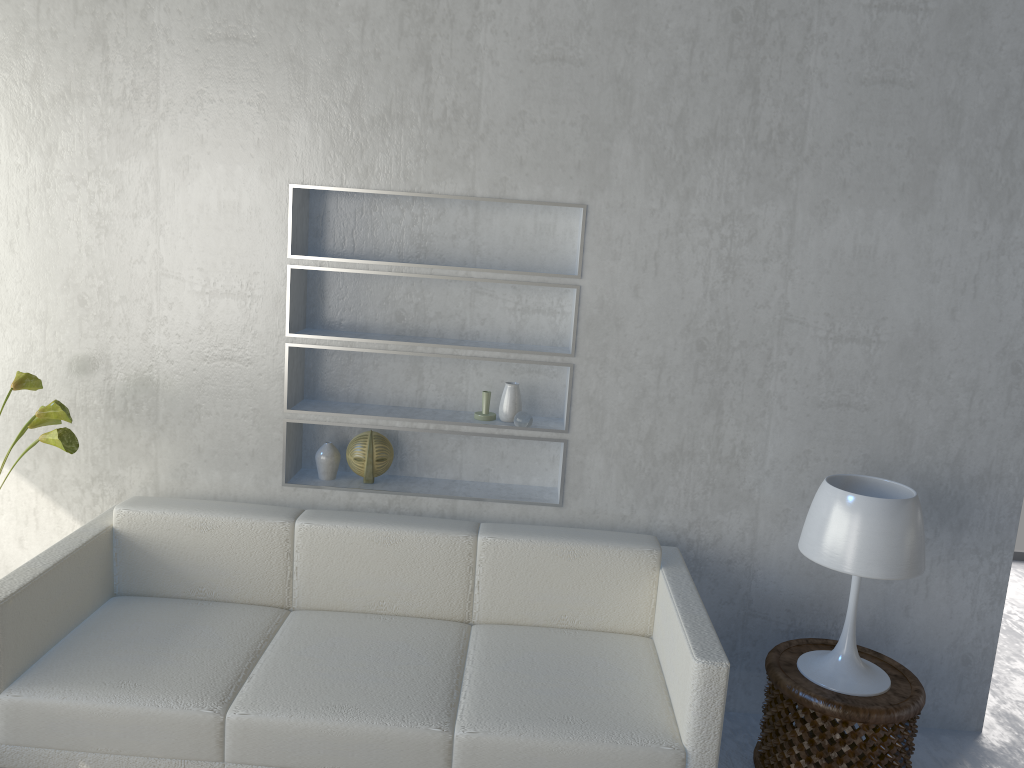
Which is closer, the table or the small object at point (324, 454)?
the table

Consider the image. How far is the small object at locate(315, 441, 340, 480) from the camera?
3.02m

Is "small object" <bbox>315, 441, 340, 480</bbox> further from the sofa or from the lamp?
the lamp

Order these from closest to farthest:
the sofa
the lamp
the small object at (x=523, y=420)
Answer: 1. the sofa
2. the lamp
3. the small object at (x=523, y=420)

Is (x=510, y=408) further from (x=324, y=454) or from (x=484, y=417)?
(x=324, y=454)

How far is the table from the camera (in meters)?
2.46

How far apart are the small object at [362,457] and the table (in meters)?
1.37

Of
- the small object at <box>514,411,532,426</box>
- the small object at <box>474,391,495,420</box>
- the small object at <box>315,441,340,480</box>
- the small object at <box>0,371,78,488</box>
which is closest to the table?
the small object at <box>514,411,532,426</box>

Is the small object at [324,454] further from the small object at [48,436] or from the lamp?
the lamp

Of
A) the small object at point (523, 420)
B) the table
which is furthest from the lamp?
the small object at point (523, 420)
